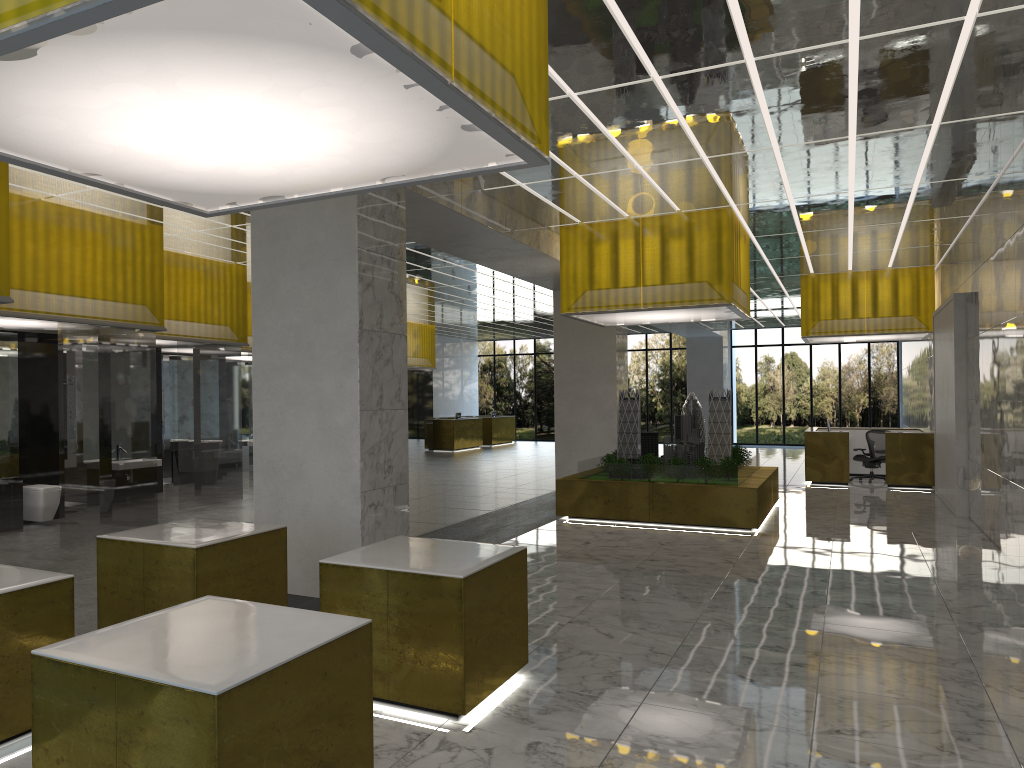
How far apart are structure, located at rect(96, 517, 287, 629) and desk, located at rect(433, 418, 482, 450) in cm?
3151

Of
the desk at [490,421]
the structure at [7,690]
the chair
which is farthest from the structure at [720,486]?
the desk at [490,421]

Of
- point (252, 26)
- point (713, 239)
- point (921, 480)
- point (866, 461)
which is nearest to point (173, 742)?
point (252, 26)

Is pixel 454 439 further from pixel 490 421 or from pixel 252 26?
pixel 252 26

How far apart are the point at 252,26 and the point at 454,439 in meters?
37.2

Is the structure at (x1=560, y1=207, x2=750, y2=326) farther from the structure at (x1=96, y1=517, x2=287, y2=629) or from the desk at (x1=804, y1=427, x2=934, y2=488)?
the structure at (x1=96, y1=517, x2=287, y2=629)

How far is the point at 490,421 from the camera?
45.3 meters

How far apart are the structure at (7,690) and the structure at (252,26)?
2.76m

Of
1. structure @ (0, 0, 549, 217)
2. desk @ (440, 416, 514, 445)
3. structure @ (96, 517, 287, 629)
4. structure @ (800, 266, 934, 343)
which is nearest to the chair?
structure @ (800, 266, 934, 343)

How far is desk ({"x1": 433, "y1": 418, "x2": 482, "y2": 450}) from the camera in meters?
40.6 m
